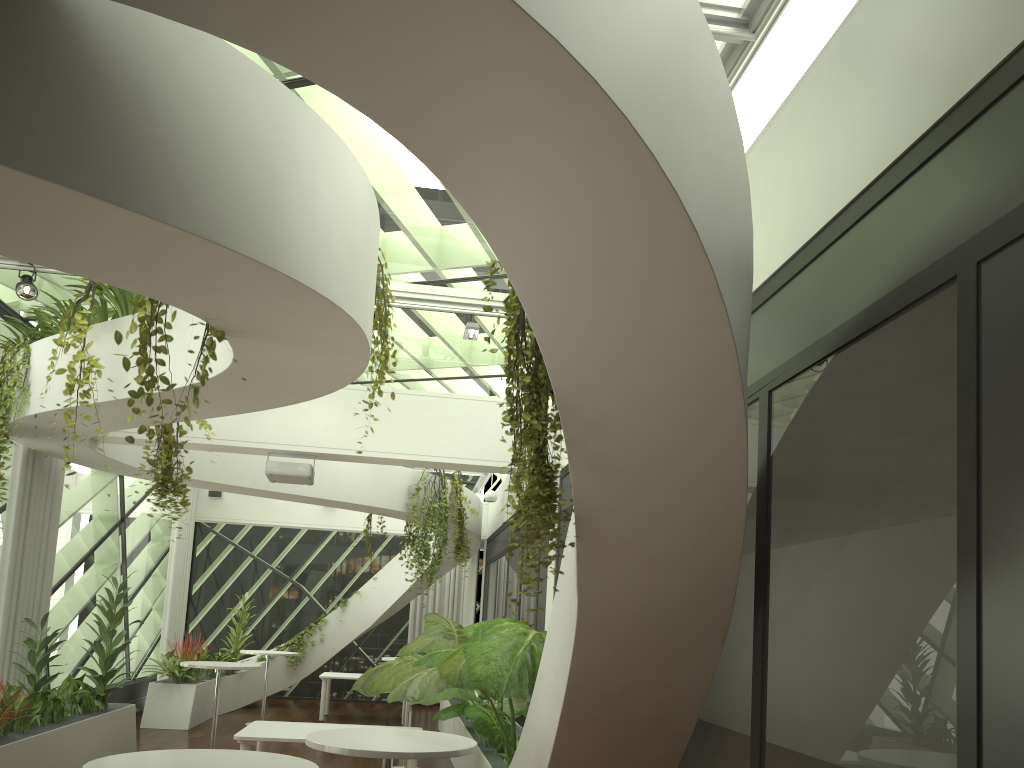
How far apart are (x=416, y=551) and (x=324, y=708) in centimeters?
376cm

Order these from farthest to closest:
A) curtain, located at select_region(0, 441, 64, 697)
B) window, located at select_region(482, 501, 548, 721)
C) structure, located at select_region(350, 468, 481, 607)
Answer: structure, located at select_region(350, 468, 481, 607)
window, located at select_region(482, 501, 548, 721)
curtain, located at select_region(0, 441, 64, 697)

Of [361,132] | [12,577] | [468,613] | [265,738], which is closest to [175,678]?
[12,577]

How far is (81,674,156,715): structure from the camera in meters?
12.1

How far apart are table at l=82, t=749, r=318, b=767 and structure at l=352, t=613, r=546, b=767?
1.6 meters

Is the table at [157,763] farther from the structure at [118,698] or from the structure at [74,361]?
the structure at [118,698]

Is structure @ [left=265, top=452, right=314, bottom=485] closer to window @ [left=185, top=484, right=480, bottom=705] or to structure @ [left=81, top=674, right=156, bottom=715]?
structure @ [left=81, top=674, right=156, bottom=715]

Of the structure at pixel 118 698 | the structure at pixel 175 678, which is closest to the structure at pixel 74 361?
the structure at pixel 175 678

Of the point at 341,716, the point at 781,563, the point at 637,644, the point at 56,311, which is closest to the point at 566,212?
the point at 781,563

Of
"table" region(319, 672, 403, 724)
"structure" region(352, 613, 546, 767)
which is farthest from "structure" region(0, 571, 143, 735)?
"table" region(319, 672, 403, 724)
